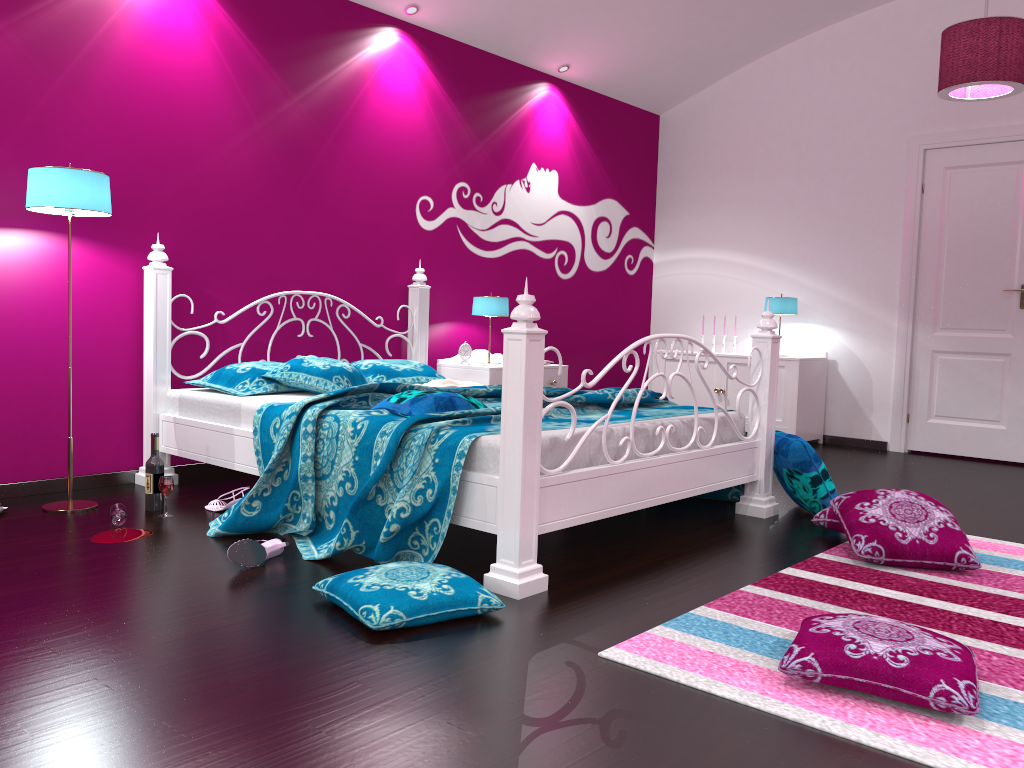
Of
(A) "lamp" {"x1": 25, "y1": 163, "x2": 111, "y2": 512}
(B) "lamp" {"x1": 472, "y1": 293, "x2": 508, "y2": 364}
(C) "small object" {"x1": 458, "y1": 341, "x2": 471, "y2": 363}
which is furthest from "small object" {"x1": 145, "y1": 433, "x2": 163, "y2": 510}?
(B) "lamp" {"x1": 472, "y1": 293, "x2": 508, "y2": 364}

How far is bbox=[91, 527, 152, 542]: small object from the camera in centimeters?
307cm

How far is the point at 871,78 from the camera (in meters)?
6.08

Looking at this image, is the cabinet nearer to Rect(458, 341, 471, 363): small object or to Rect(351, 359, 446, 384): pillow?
Rect(458, 341, 471, 363): small object

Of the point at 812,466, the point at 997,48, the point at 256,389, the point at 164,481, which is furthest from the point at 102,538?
the point at 997,48

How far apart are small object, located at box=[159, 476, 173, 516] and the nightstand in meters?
2.1 m

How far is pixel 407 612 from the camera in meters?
2.2 m

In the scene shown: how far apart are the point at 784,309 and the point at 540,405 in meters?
4.0

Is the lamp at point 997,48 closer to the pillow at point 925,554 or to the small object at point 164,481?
the pillow at point 925,554

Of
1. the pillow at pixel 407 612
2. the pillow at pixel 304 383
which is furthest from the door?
the pillow at pixel 407 612
